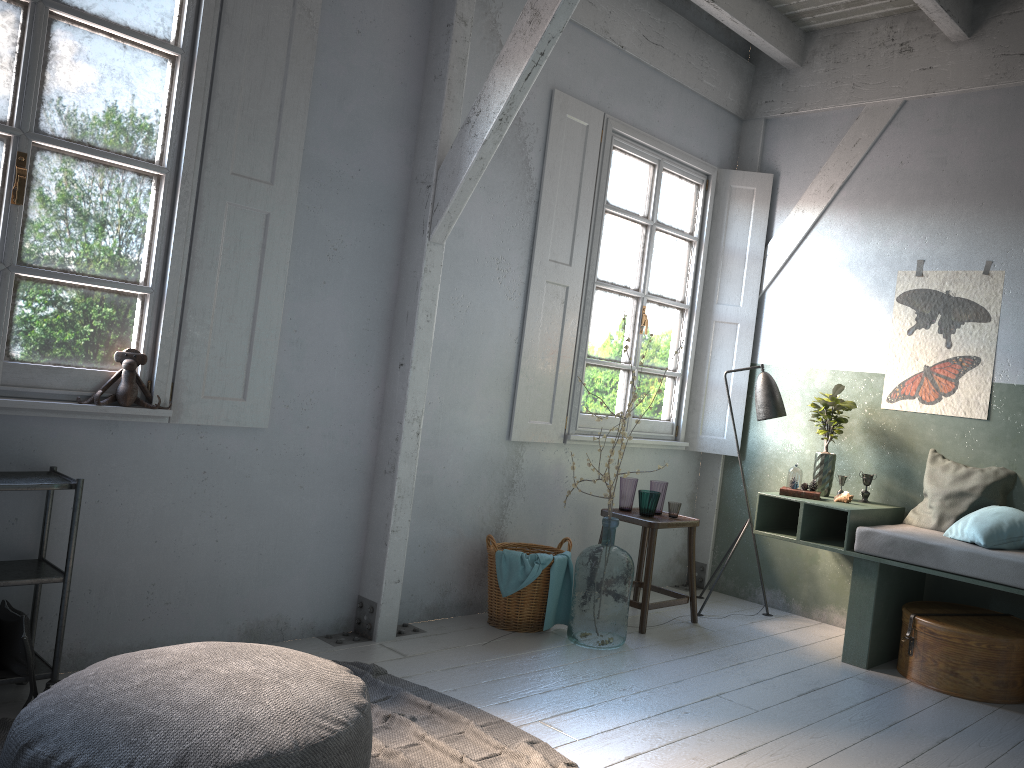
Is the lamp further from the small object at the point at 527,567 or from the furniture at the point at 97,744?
the furniture at the point at 97,744

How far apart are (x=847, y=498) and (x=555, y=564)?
1.9m

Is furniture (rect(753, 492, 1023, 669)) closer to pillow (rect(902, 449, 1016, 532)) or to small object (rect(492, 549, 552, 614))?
pillow (rect(902, 449, 1016, 532))

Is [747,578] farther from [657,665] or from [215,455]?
[215,455]

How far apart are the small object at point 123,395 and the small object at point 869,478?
4.3m

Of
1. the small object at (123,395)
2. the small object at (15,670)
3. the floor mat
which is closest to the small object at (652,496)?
the floor mat

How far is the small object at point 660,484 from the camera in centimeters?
575cm

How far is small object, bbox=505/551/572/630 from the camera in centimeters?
516cm

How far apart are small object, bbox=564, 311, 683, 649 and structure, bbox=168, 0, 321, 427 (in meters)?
1.92

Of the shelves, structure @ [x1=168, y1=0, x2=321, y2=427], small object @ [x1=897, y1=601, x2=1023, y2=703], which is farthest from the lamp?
the shelves
